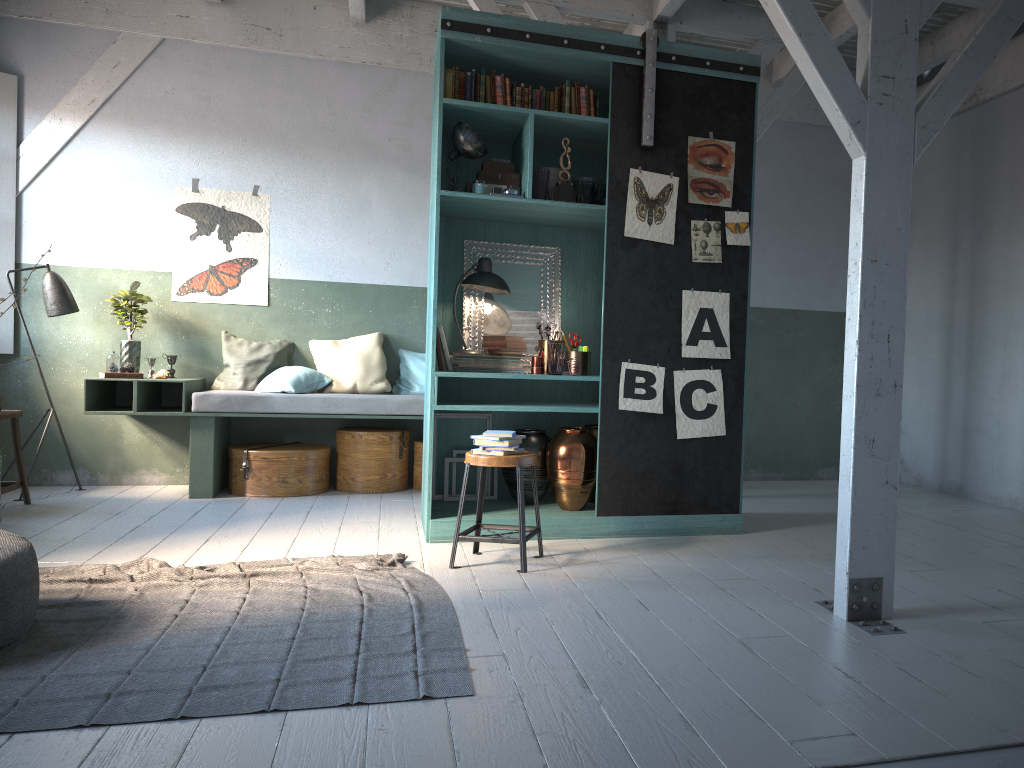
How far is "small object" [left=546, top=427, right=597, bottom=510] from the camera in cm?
592

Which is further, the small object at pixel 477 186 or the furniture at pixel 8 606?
the small object at pixel 477 186

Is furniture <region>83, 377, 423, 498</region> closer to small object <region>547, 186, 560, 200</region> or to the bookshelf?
the bookshelf

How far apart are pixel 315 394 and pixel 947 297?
5.9m

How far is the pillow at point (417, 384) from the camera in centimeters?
819cm

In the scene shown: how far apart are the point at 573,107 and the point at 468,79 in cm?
72

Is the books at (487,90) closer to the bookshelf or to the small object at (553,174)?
the bookshelf

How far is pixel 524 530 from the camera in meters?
4.9 m

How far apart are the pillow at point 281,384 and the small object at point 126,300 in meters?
1.1 m

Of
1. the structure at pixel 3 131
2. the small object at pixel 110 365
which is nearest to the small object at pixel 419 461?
the small object at pixel 110 365
